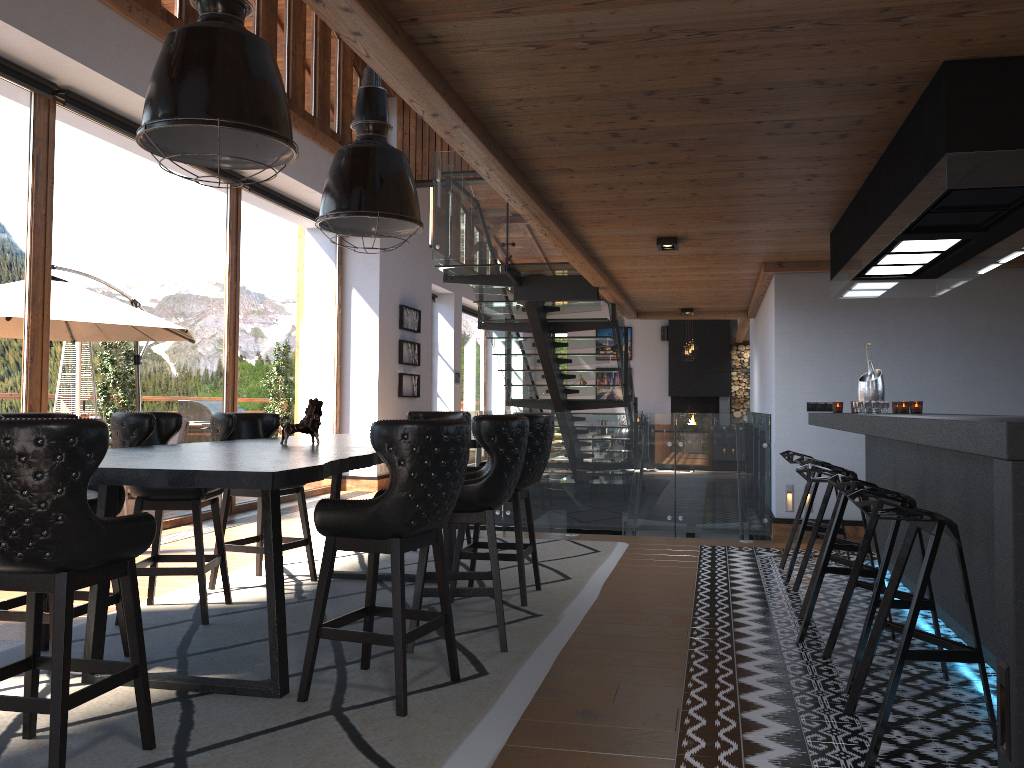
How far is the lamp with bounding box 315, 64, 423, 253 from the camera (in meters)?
4.88

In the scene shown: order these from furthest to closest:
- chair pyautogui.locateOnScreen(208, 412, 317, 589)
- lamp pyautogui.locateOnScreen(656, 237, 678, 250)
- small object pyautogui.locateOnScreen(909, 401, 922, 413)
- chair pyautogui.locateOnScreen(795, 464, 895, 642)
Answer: lamp pyautogui.locateOnScreen(656, 237, 678, 250) < small object pyautogui.locateOnScreen(909, 401, 922, 413) < chair pyautogui.locateOnScreen(208, 412, 317, 589) < chair pyautogui.locateOnScreen(795, 464, 895, 642)

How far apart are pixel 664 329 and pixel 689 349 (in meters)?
3.22

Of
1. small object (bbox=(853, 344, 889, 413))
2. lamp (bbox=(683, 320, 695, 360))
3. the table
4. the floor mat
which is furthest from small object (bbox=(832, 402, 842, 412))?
lamp (bbox=(683, 320, 695, 360))

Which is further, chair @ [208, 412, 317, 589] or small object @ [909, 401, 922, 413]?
small object @ [909, 401, 922, 413]

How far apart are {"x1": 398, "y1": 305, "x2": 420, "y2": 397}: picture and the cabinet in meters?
7.2

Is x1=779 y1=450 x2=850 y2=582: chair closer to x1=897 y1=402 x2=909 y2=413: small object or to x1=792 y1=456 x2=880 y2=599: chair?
x1=792 y1=456 x2=880 y2=599: chair

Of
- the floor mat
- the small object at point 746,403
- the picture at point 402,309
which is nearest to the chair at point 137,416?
the floor mat

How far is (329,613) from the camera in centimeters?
478cm

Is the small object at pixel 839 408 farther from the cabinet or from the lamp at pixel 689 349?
the lamp at pixel 689 349
